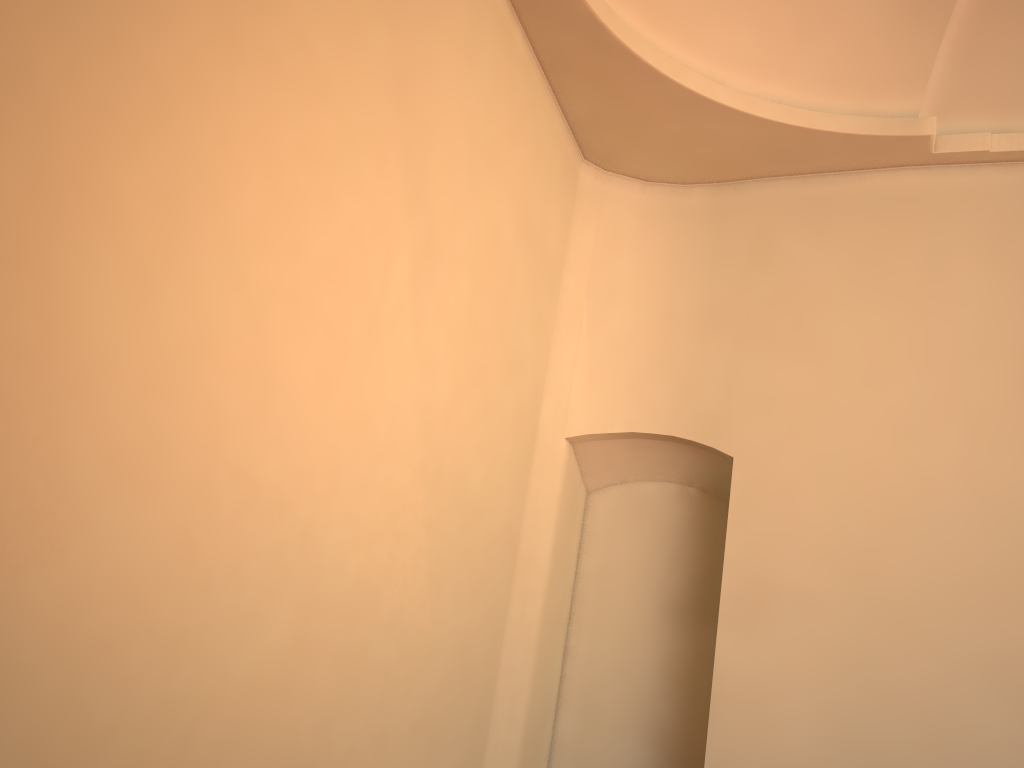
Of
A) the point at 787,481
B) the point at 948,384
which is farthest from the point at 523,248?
the point at 948,384

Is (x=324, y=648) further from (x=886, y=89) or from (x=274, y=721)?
(x=886, y=89)
